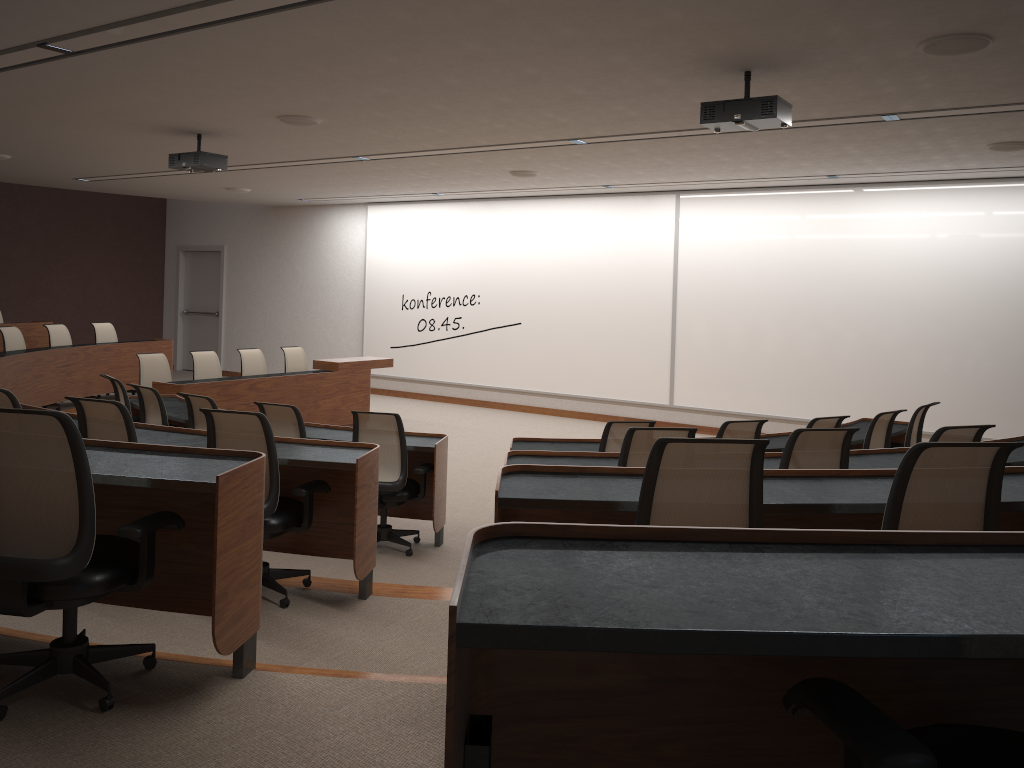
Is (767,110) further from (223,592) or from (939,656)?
(939,656)

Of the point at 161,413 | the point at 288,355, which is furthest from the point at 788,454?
the point at 288,355

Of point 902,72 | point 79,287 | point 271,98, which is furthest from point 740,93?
point 79,287

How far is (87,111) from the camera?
7.0m

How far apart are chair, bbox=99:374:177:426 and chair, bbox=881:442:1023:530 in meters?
6.1

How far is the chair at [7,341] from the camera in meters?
9.8

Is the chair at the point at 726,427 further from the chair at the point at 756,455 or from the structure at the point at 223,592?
the chair at the point at 756,455

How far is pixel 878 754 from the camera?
1.16m

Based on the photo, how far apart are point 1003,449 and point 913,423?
4.72m

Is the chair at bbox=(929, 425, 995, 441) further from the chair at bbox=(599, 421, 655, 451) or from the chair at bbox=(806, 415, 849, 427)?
the chair at bbox=(599, 421, 655, 451)
